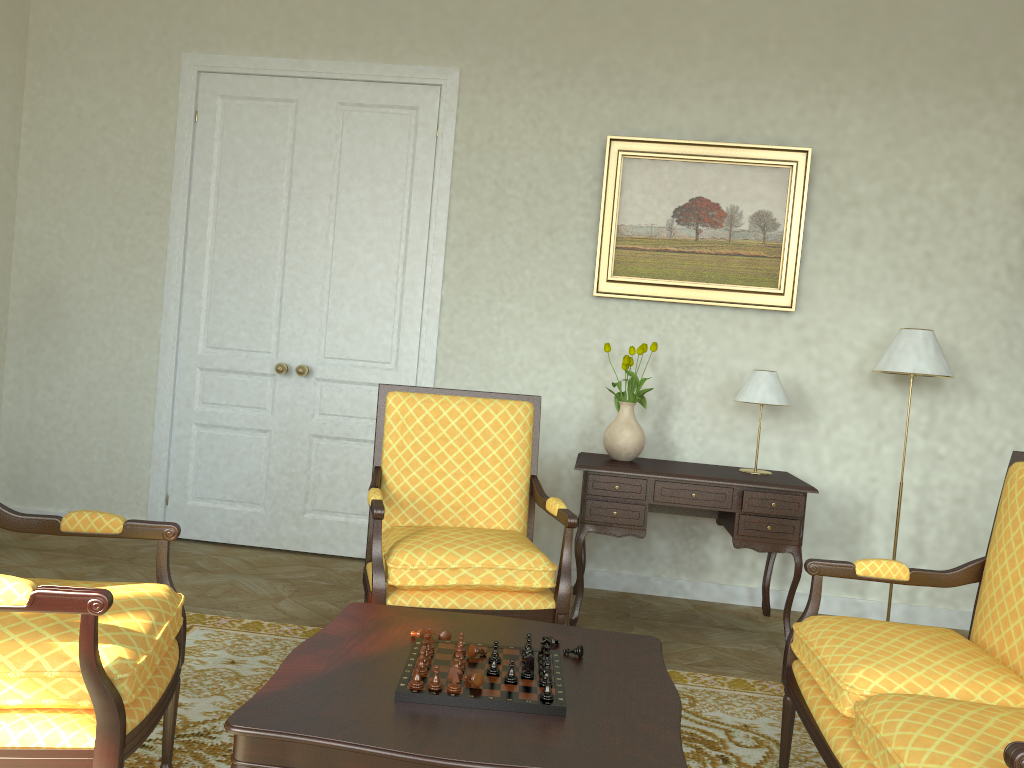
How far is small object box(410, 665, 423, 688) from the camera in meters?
1.9 m

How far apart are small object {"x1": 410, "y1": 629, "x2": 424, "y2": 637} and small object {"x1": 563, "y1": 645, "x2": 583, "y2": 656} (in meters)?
0.39

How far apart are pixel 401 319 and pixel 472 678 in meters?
3.3 m

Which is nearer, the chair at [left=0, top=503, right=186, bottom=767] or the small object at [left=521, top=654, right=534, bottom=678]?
the chair at [left=0, top=503, right=186, bottom=767]

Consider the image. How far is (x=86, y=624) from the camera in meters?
1.8 m

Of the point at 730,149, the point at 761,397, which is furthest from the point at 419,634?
the point at 730,149

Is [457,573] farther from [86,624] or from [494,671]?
[86,624]

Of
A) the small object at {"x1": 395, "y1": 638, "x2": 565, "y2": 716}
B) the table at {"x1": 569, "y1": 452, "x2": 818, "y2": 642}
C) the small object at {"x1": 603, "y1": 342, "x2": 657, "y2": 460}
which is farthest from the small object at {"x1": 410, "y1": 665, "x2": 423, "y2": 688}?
the small object at {"x1": 603, "y1": 342, "x2": 657, "y2": 460}

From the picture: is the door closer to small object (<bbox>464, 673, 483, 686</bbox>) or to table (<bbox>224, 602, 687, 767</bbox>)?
table (<bbox>224, 602, 687, 767</bbox>)

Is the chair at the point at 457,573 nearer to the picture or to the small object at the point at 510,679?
the small object at the point at 510,679
